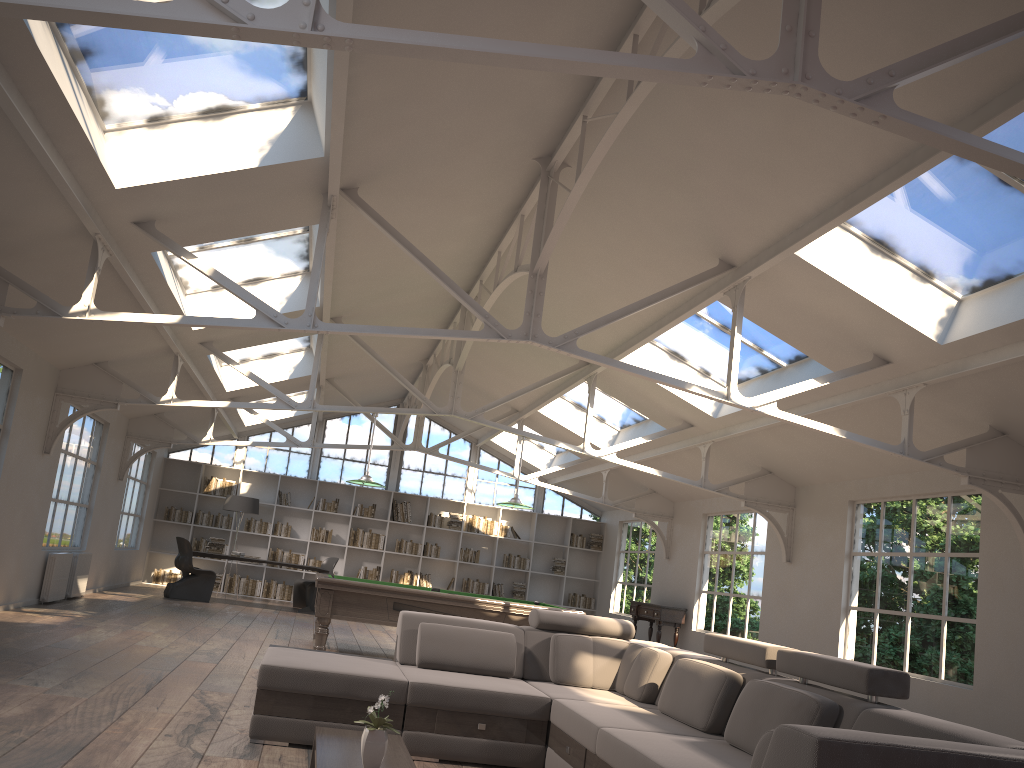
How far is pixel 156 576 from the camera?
15.73m

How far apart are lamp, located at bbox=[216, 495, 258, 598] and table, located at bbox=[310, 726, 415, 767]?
11.4m

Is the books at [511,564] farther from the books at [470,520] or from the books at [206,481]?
the books at [206,481]

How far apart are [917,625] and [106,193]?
7.92m

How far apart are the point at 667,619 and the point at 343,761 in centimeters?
1045cm

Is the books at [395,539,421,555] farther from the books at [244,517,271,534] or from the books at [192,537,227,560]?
the books at [192,537,227,560]

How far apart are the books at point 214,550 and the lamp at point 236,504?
0.74m

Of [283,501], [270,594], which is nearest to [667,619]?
[270,594]

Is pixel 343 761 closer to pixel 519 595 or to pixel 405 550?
pixel 405 550

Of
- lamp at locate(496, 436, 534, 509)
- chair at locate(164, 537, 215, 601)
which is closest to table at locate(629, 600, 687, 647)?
lamp at locate(496, 436, 534, 509)
